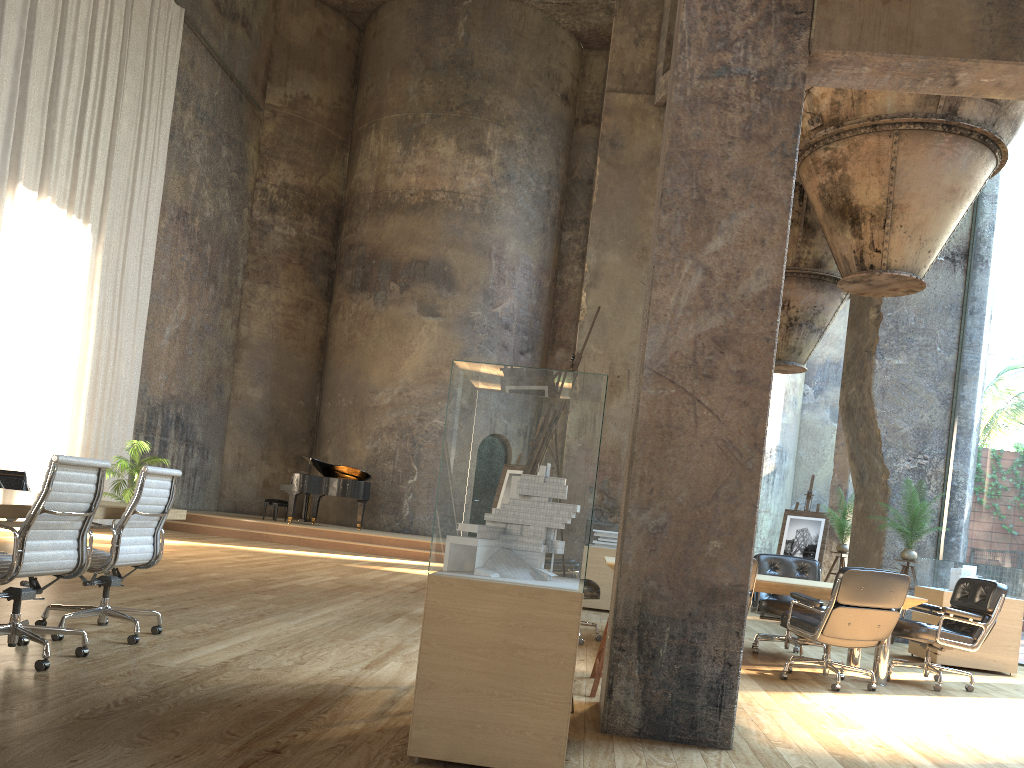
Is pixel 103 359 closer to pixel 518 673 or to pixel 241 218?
pixel 241 218

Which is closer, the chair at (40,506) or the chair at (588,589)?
the chair at (40,506)

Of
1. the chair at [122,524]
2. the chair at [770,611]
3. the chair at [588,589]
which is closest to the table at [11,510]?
the chair at [122,524]

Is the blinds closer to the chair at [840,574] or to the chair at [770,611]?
the chair at [770,611]

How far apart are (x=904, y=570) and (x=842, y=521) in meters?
2.4 m

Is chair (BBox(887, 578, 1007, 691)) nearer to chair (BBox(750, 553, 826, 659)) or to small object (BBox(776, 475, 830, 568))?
chair (BBox(750, 553, 826, 659))

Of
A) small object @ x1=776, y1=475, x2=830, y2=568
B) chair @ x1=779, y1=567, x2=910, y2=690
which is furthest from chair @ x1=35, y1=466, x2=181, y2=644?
small object @ x1=776, y1=475, x2=830, y2=568

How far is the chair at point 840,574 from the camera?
6.0m

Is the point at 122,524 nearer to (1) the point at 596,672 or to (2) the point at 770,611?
(1) the point at 596,672

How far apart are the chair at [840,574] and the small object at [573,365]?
2.7 meters
